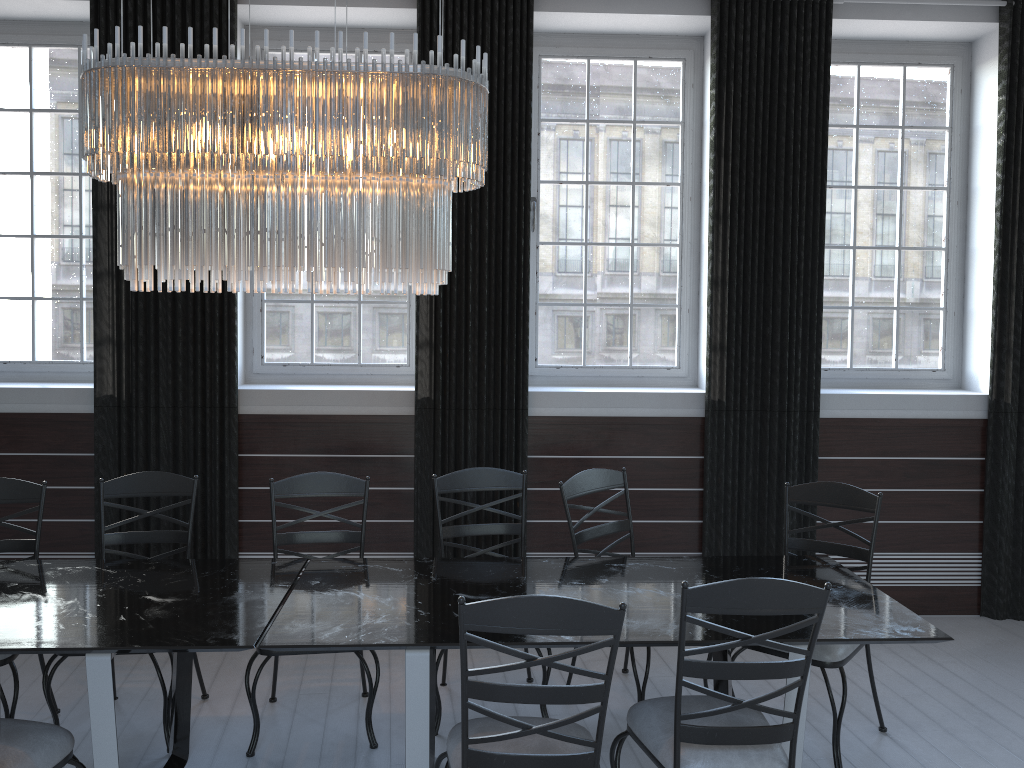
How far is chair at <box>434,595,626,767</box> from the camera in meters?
2.1 m

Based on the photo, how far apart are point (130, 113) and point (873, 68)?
4.1 meters

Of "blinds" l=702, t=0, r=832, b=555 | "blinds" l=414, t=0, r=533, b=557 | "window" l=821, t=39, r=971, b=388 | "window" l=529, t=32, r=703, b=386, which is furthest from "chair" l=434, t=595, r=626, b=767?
"window" l=821, t=39, r=971, b=388

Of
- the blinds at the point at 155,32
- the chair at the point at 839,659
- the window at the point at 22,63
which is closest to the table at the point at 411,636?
the chair at the point at 839,659

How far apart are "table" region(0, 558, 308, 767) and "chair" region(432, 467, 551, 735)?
0.7 meters

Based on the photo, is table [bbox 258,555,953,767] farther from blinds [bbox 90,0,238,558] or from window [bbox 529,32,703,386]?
window [bbox 529,32,703,386]

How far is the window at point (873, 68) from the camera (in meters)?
5.01

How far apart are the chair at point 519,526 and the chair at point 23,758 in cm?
133

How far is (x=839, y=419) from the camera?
4.77m

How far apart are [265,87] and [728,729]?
2.23m
